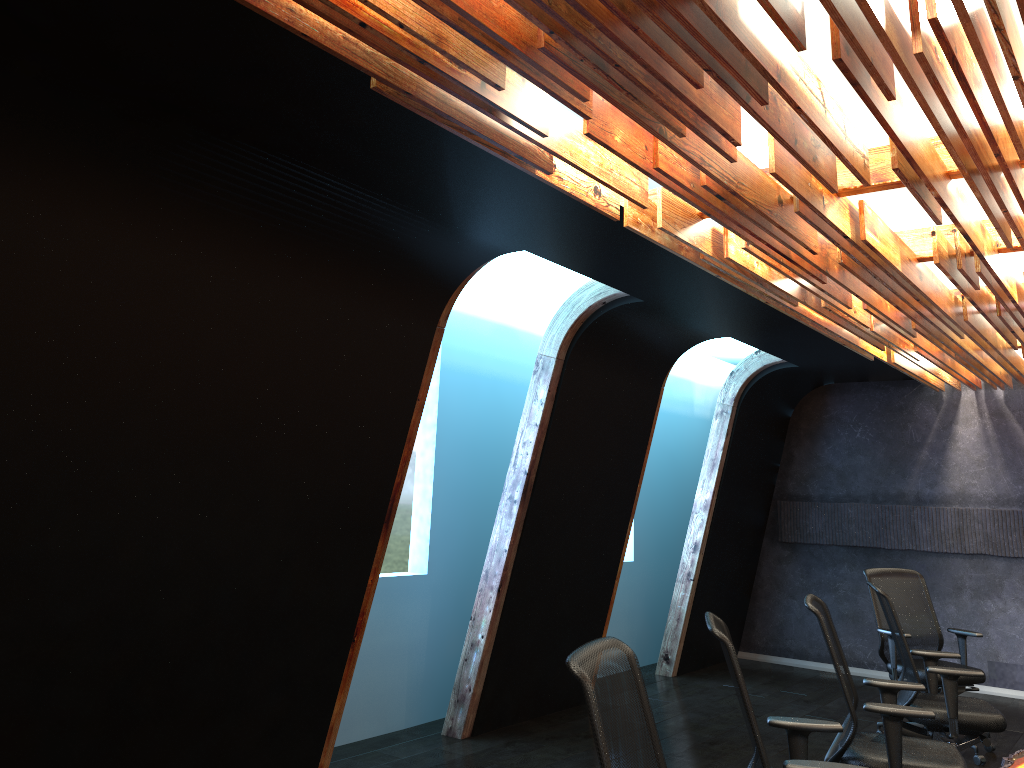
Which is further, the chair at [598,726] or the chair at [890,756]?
the chair at [890,756]

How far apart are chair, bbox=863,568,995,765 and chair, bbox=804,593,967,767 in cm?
213

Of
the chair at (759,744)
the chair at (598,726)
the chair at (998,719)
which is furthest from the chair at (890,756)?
the chair at (598,726)

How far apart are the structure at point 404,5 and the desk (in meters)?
2.15

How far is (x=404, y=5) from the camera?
2.39m

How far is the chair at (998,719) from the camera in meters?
5.1

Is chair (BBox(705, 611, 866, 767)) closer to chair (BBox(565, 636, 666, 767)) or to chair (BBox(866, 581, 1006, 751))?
chair (BBox(565, 636, 666, 767))

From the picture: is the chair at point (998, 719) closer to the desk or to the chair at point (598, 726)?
the desk

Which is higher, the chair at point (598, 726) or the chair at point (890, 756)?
the chair at point (598, 726)

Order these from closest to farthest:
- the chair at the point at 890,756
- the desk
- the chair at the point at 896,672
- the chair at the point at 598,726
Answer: the chair at the point at 598,726 < the desk < the chair at the point at 890,756 < the chair at the point at 896,672
